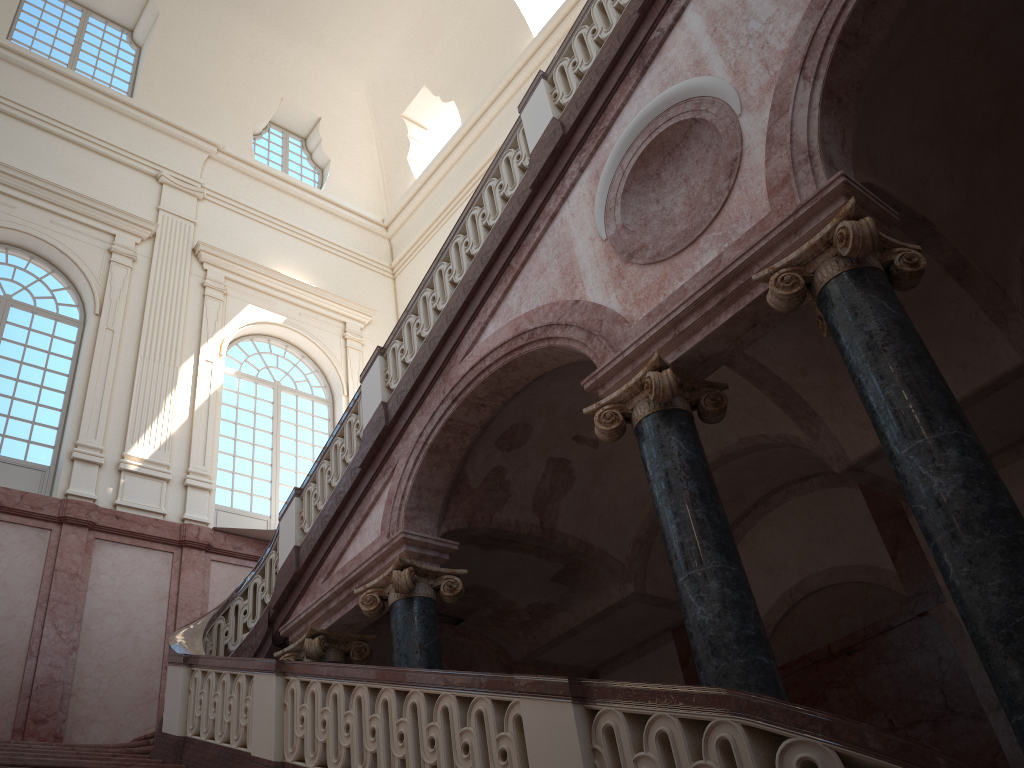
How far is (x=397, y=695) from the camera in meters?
5.0

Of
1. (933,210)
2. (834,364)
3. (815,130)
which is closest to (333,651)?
(834,364)
